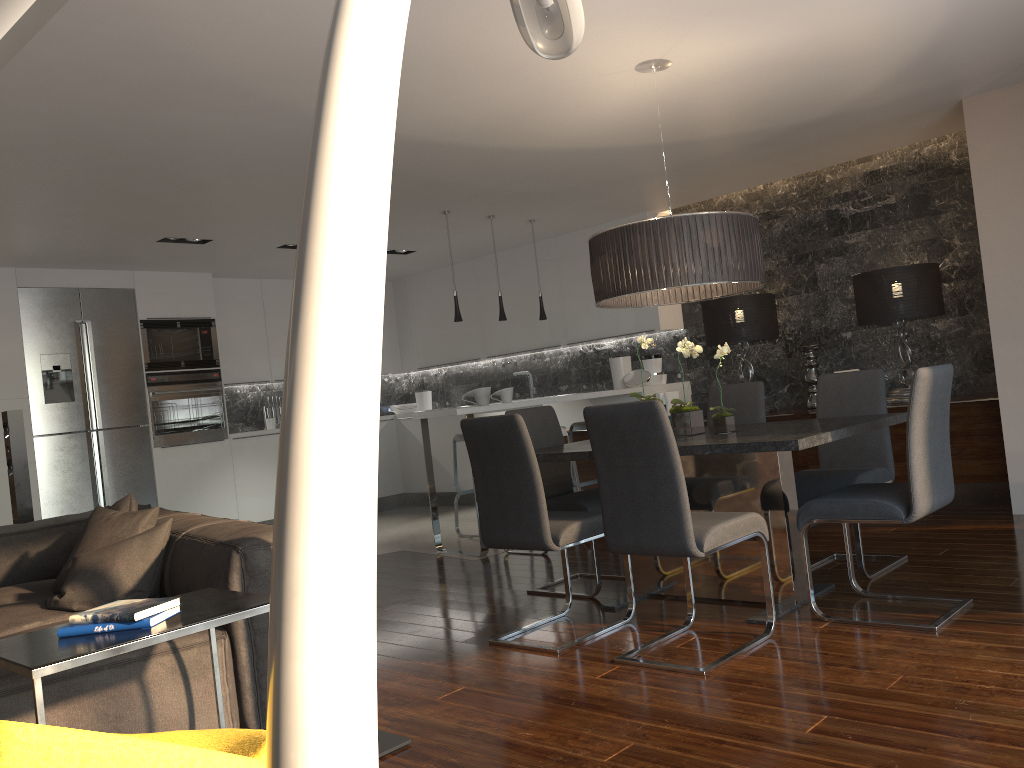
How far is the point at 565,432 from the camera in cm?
594

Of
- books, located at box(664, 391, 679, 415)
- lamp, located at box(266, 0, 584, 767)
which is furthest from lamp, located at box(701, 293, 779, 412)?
lamp, located at box(266, 0, 584, 767)

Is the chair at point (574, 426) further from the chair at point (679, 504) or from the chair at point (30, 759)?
the chair at point (30, 759)

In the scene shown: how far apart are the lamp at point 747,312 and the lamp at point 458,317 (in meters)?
1.91

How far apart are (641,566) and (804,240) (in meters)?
3.67

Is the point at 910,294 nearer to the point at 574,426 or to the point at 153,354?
the point at 574,426

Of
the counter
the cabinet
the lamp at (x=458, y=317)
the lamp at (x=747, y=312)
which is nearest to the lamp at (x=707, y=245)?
the counter

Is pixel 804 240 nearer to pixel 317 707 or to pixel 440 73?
pixel 440 73

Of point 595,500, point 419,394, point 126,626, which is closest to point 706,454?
point 595,500

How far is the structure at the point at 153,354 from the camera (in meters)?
8.00
